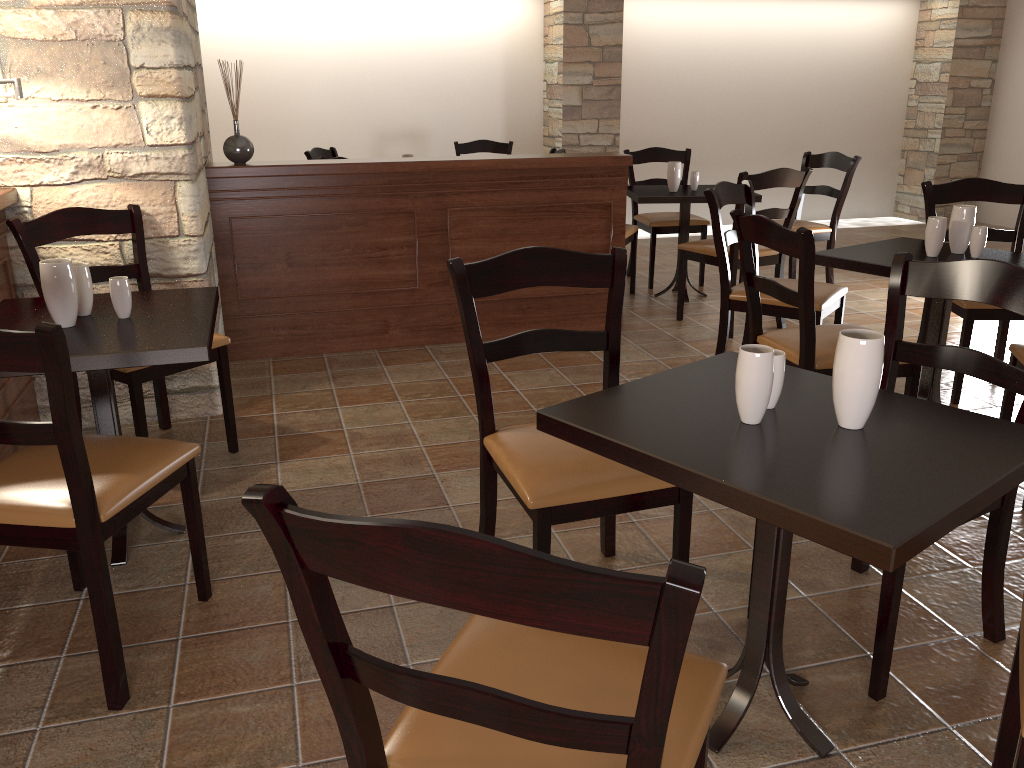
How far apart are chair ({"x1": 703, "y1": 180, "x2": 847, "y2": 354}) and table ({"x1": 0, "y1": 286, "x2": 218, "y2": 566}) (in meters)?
1.94

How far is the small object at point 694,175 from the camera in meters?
5.2

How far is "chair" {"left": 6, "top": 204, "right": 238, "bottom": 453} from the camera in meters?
2.8 m

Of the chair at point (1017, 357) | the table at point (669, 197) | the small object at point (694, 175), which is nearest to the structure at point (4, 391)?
the table at point (669, 197)

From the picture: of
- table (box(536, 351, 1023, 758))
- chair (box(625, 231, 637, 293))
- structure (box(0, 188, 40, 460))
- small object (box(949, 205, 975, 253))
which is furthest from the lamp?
chair (box(625, 231, 637, 293))

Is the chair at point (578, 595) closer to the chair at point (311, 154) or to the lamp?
the lamp

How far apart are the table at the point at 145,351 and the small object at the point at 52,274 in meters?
0.0 m

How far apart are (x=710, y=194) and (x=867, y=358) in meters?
2.2

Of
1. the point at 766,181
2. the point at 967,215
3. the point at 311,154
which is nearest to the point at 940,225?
the point at 967,215

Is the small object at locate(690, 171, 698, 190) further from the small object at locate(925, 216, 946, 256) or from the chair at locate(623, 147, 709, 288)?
the small object at locate(925, 216, 946, 256)
